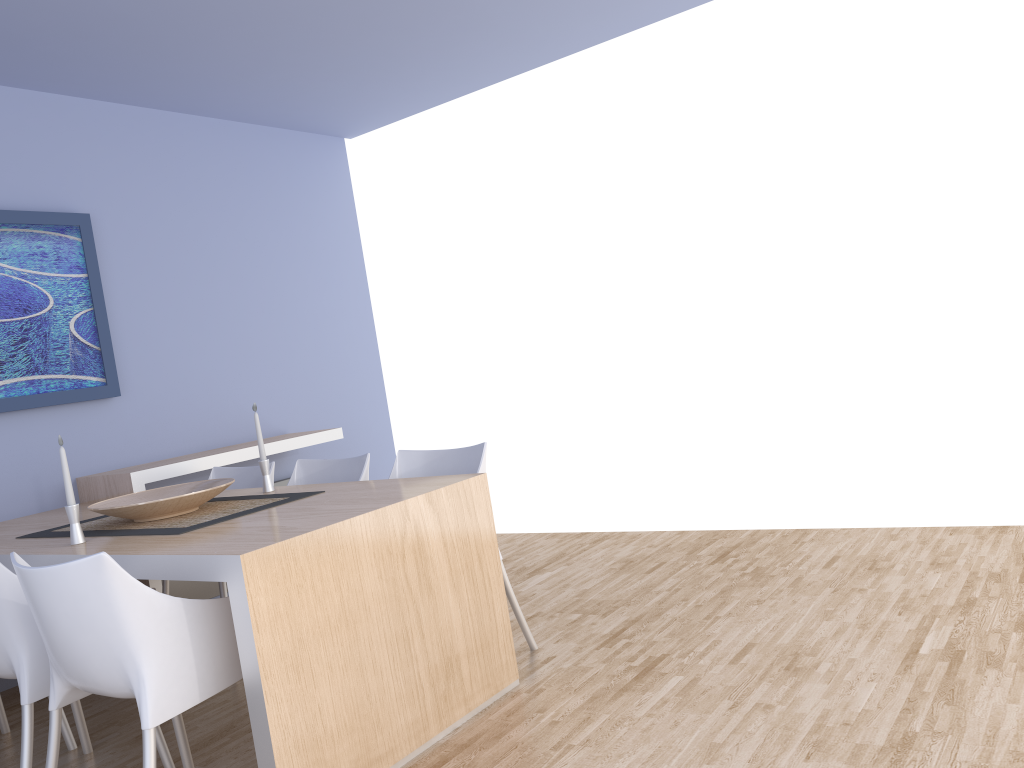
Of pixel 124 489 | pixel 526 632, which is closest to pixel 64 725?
pixel 124 489

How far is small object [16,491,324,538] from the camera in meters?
2.8

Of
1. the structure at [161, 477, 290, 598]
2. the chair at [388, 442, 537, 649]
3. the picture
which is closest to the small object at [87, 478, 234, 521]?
the chair at [388, 442, 537, 649]

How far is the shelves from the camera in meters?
4.0 m

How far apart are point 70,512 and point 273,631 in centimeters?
101cm

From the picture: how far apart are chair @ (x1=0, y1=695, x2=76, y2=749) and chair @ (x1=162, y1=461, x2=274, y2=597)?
0.77m

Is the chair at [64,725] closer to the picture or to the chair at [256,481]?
the chair at [256,481]

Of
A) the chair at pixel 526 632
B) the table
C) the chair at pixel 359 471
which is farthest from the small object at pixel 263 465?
the chair at pixel 526 632

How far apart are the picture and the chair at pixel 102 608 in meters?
1.9 m

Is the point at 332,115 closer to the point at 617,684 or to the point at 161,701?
the point at 617,684
